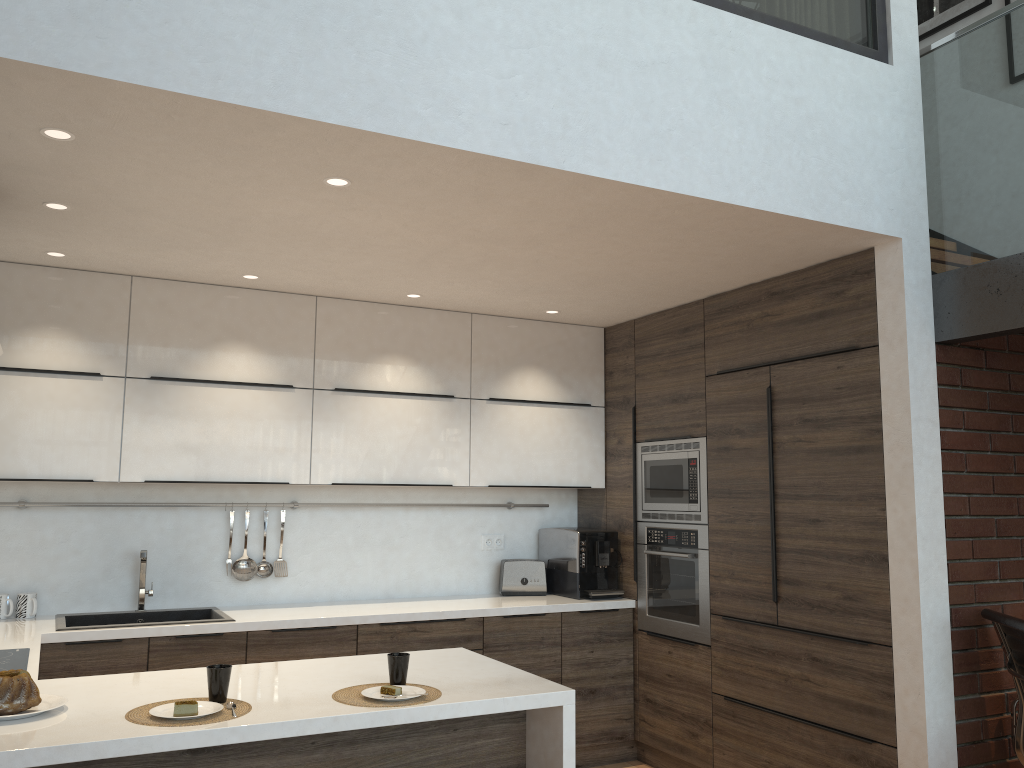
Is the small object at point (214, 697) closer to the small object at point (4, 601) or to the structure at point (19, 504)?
the small object at point (4, 601)

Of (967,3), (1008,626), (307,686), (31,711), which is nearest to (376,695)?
(307,686)

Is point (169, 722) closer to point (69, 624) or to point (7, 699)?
point (7, 699)

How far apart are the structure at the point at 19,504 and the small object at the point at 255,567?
0.3m

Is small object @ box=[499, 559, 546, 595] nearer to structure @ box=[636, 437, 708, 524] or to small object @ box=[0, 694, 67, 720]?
structure @ box=[636, 437, 708, 524]

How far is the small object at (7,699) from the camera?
2.2m

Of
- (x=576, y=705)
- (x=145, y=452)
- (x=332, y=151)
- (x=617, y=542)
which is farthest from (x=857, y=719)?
(x=145, y=452)

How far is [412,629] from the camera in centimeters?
423cm

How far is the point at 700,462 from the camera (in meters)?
4.40

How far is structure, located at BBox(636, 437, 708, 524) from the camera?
4.4m
